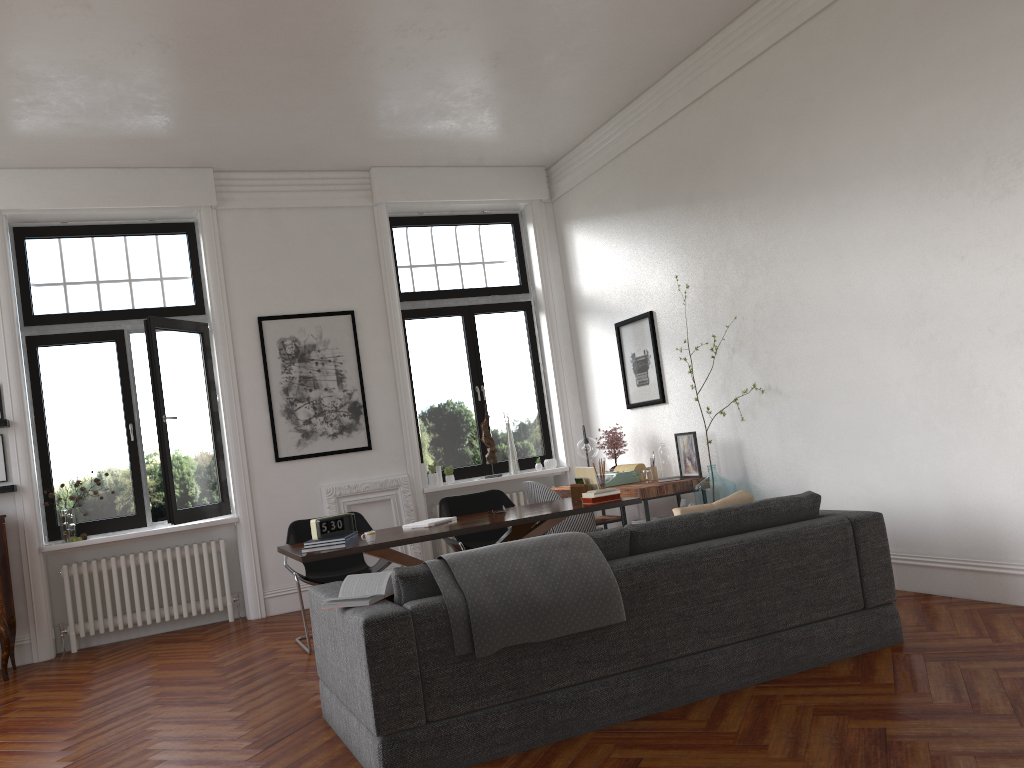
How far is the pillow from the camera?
→ 4.4 meters

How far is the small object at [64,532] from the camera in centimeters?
729cm

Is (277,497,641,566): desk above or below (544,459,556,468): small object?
below

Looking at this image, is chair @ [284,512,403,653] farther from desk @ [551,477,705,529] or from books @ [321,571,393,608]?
books @ [321,571,393,608]

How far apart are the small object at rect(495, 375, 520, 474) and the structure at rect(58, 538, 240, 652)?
2.81m

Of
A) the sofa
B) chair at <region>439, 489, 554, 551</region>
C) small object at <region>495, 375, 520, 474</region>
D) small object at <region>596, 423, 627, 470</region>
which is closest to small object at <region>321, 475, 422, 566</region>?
small object at <region>495, 375, 520, 474</region>

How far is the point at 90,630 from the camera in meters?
7.3

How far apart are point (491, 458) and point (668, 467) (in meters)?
2.10

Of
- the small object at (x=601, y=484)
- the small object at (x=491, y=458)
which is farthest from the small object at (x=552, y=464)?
the small object at (x=601, y=484)

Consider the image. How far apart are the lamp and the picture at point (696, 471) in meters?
1.0 m
